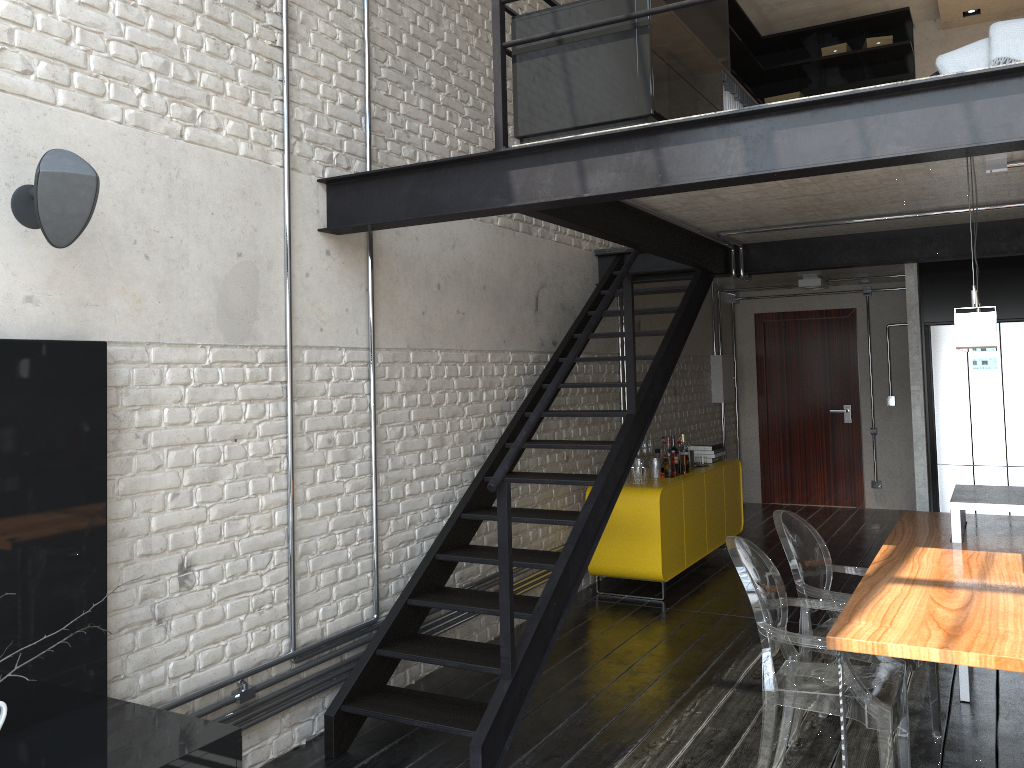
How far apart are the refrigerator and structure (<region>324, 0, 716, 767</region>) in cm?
193

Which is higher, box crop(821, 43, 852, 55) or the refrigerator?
box crop(821, 43, 852, 55)

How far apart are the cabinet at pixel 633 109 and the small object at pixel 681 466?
2.9 meters

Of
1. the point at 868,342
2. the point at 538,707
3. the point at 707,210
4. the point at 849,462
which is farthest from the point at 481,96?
the point at 849,462

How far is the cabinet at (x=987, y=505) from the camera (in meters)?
4.11

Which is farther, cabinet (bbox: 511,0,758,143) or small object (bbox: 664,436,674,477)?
small object (bbox: 664,436,674,477)

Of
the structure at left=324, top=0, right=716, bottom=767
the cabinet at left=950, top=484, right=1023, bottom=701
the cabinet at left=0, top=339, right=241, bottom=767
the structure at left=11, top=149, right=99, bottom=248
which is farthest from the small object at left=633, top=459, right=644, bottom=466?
the structure at left=11, top=149, right=99, bottom=248

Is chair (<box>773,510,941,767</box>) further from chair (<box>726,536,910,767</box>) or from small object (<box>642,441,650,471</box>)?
small object (<box>642,441,650,471</box>)

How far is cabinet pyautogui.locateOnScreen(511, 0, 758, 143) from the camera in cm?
338

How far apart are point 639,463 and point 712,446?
1.3 meters
